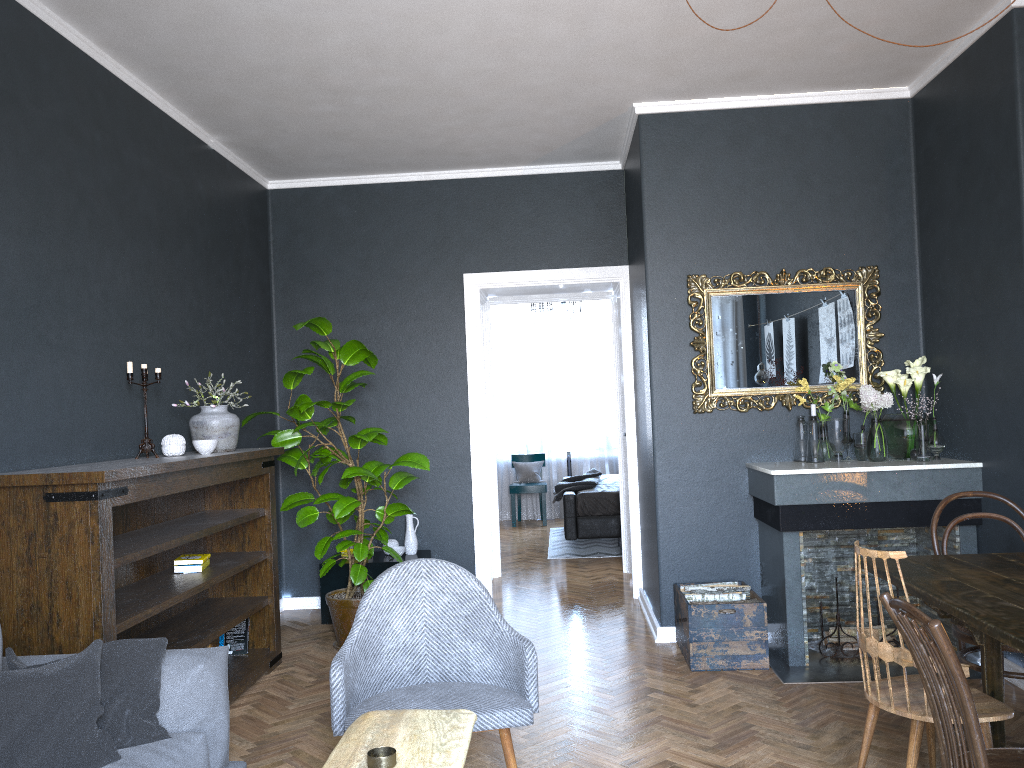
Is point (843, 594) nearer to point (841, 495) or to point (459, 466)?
point (841, 495)

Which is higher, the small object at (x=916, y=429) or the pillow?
the small object at (x=916, y=429)

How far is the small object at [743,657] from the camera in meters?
4.3

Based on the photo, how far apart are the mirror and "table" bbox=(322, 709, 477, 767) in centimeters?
296cm

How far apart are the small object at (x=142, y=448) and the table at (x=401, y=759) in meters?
2.2 m

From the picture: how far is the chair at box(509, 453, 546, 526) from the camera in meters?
10.0

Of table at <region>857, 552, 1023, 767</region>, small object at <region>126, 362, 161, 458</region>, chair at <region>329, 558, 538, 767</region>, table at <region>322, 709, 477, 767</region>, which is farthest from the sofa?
table at <region>857, 552, 1023, 767</region>

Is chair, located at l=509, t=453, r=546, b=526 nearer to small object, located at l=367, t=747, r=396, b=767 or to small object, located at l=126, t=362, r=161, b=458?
small object, located at l=126, t=362, r=161, b=458

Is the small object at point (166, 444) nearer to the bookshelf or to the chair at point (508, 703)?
the bookshelf

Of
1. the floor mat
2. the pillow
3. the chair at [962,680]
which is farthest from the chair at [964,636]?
the floor mat
